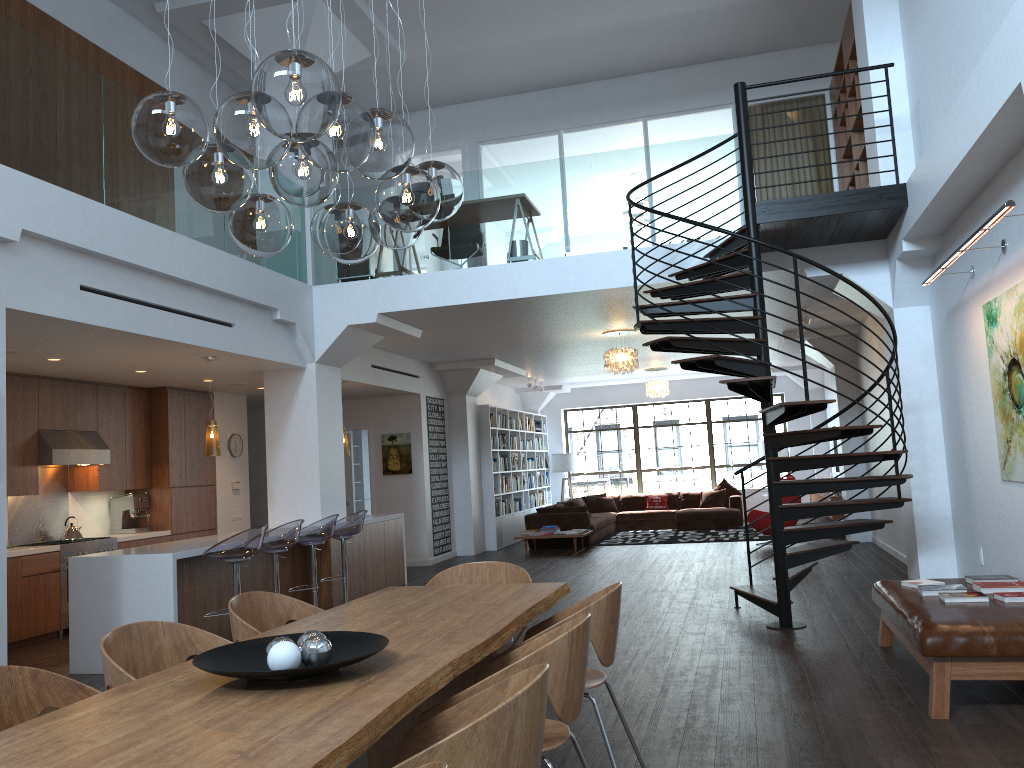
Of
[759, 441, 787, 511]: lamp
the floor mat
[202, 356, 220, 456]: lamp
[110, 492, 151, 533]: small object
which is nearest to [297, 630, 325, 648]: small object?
[202, 356, 220, 456]: lamp

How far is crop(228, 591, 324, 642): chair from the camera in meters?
3.8

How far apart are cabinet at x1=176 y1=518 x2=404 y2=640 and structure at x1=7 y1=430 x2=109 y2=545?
2.2 meters

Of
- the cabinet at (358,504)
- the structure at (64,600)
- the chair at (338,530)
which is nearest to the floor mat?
the cabinet at (358,504)

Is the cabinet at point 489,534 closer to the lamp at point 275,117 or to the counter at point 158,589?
the counter at point 158,589

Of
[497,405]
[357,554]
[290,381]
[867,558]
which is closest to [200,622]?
[357,554]

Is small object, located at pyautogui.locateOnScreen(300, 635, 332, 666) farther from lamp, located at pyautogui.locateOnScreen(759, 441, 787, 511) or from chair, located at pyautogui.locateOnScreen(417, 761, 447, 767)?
lamp, located at pyautogui.locateOnScreen(759, 441, 787, 511)

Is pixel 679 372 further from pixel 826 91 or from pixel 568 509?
pixel 826 91

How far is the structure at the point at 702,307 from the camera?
6.3m

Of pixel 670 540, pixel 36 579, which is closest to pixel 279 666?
pixel 36 579
